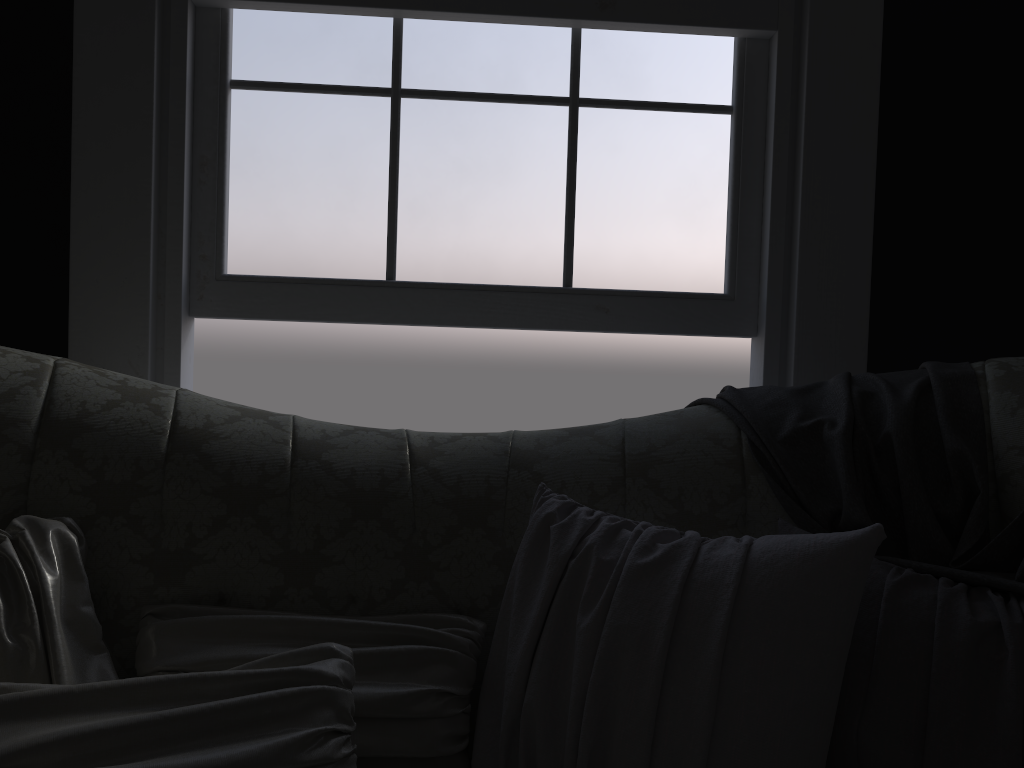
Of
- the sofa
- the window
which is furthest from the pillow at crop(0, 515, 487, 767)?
the window

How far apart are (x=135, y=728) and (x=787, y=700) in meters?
0.8

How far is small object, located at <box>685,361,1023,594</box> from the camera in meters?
1.4 m

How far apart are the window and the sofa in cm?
55

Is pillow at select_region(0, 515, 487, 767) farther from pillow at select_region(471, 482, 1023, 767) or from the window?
the window

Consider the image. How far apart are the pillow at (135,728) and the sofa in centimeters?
2cm

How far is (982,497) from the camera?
1.4m

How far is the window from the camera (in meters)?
2.12

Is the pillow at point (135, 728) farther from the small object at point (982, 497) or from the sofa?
the small object at point (982, 497)

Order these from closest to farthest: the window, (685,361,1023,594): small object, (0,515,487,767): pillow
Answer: (0,515,487,767): pillow < (685,361,1023,594): small object < the window
